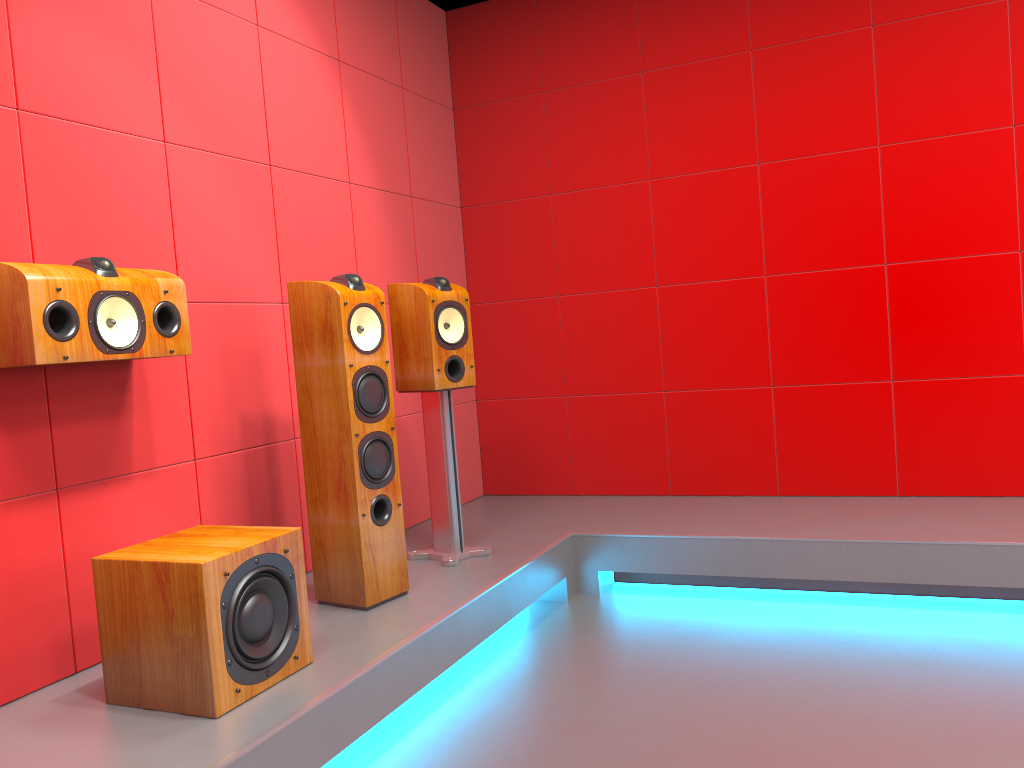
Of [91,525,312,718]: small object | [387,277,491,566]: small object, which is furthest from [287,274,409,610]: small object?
[91,525,312,718]: small object

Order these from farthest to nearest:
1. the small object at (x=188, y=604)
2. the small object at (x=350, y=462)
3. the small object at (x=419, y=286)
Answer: the small object at (x=419, y=286), the small object at (x=350, y=462), the small object at (x=188, y=604)

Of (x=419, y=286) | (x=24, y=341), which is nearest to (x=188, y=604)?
(x=24, y=341)

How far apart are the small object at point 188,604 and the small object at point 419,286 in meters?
1.0

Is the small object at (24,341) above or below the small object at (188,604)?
above

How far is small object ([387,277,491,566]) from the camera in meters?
3.2

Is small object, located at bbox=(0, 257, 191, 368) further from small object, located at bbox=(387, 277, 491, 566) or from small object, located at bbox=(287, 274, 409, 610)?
small object, located at bbox=(387, 277, 491, 566)

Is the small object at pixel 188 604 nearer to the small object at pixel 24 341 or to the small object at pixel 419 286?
the small object at pixel 24 341

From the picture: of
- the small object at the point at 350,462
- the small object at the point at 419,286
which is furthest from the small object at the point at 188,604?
the small object at the point at 419,286

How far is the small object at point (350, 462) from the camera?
2.7m
